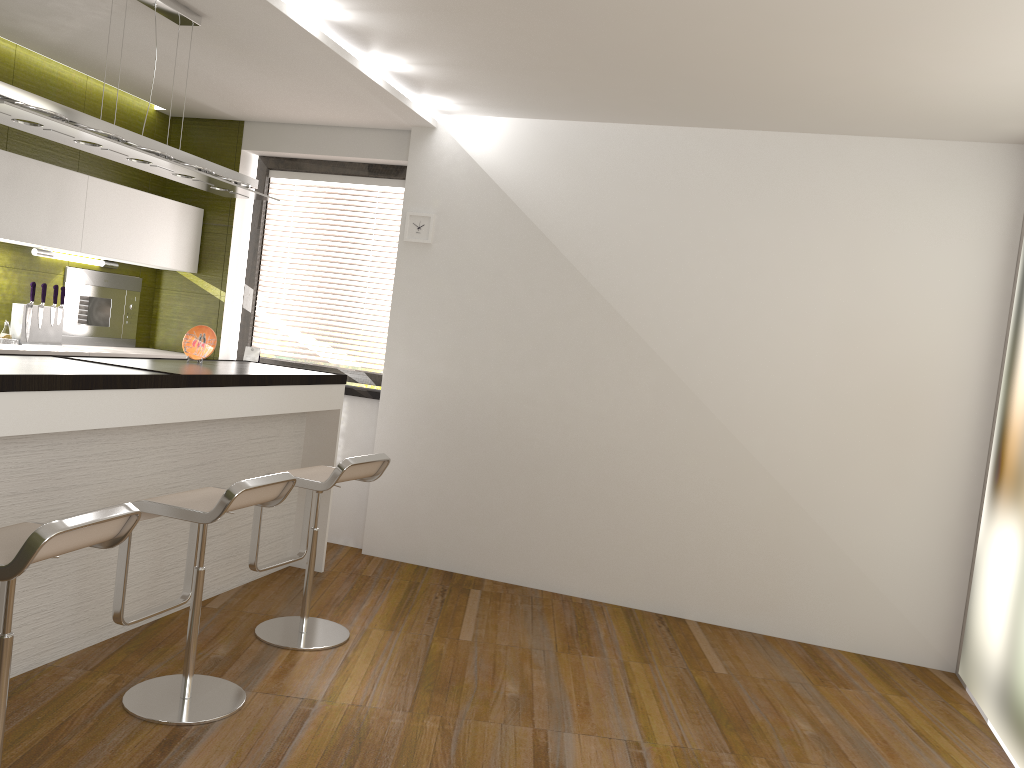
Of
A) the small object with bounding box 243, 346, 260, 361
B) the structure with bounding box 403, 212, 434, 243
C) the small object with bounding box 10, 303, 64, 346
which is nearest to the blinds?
the small object with bounding box 243, 346, 260, 361

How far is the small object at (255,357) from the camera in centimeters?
589cm

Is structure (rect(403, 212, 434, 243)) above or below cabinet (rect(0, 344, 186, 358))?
above

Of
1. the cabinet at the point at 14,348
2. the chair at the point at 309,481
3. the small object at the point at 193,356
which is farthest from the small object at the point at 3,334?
the chair at the point at 309,481

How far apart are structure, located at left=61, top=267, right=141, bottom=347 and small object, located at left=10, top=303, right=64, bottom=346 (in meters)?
0.24

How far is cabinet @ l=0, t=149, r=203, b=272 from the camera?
4.52m

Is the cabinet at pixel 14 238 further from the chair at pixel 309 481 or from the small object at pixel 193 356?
the chair at pixel 309 481

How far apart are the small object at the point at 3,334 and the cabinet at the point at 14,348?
0.2 meters

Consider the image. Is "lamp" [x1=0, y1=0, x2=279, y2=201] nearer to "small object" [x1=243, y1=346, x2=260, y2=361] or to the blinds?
the blinds

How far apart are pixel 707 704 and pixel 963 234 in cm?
275
